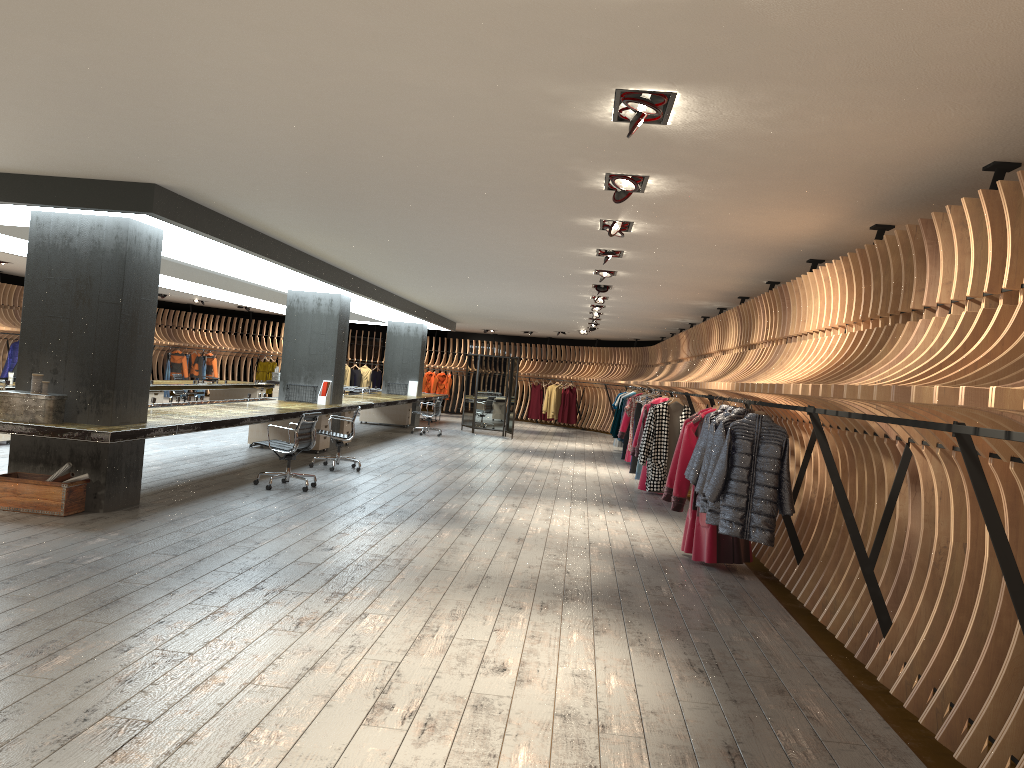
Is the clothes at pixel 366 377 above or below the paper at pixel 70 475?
above

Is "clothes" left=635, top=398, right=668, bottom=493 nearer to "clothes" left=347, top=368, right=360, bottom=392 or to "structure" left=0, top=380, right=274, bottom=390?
"structure" left=0, top=380, right=274, bottom=390

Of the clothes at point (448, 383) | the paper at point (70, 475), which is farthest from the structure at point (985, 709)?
the paper at point (70, 475)

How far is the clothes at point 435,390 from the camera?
28.8m

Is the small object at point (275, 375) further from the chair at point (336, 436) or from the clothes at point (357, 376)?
the chair at point (336, 436)

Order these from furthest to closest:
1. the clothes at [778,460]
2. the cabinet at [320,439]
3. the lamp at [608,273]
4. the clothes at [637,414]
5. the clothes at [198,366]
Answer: the clothes at [198,366] → the clothes at [637,414] → the cabinet at [320,439] → the lamp at [608,273] → the clothes at [778,460]

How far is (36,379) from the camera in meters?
7.4 m

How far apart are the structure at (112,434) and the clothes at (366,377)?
5.1m

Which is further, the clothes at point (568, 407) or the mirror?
the clothes at point (568, 407)

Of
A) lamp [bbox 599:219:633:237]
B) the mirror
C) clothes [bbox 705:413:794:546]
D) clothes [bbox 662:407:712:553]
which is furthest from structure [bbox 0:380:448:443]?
clothes [bbox 705:413:794:546]
